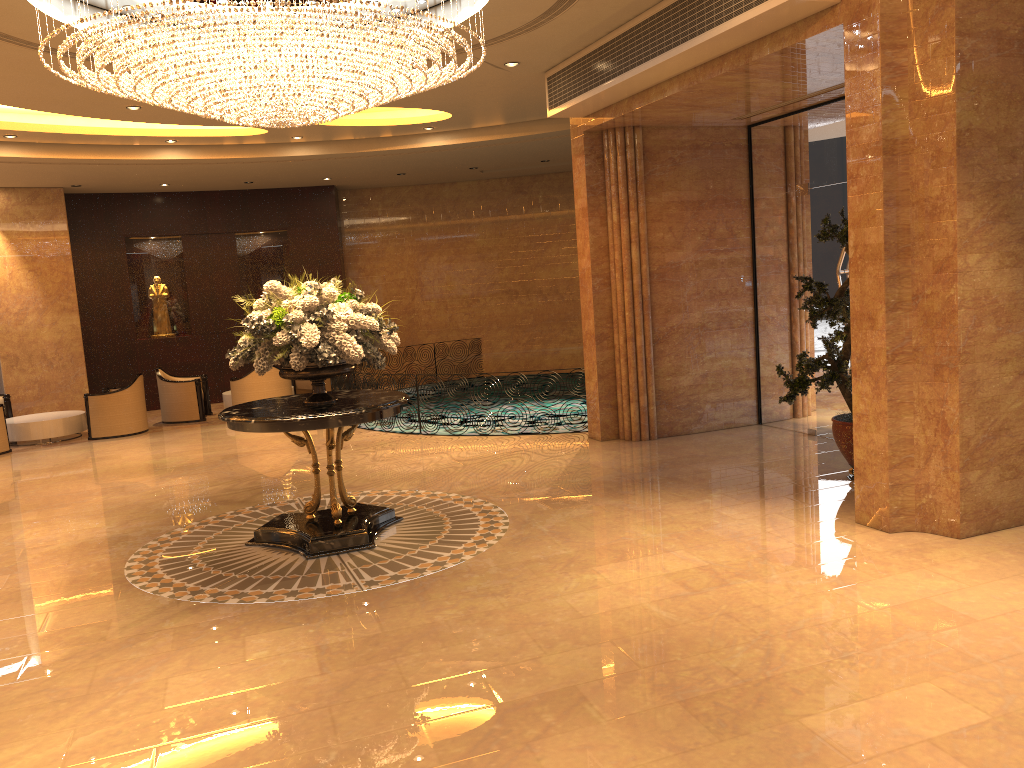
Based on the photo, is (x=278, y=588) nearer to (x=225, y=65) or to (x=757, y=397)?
(x=225, y=65)

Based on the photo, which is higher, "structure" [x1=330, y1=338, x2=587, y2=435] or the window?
the window

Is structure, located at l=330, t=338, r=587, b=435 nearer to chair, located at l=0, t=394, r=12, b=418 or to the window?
chair, located at l=0, t=394, r=12, b=418

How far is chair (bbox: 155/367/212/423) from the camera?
14.4 meters

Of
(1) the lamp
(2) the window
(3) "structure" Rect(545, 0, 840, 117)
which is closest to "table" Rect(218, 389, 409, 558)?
(1) the lamp

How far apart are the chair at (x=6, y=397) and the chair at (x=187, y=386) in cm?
229

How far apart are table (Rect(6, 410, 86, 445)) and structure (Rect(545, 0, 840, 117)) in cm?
875

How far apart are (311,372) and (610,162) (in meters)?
4.78

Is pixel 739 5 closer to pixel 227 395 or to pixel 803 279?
pixel 803 279

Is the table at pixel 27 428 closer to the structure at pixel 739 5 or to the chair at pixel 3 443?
the chair at pixel 3 443
